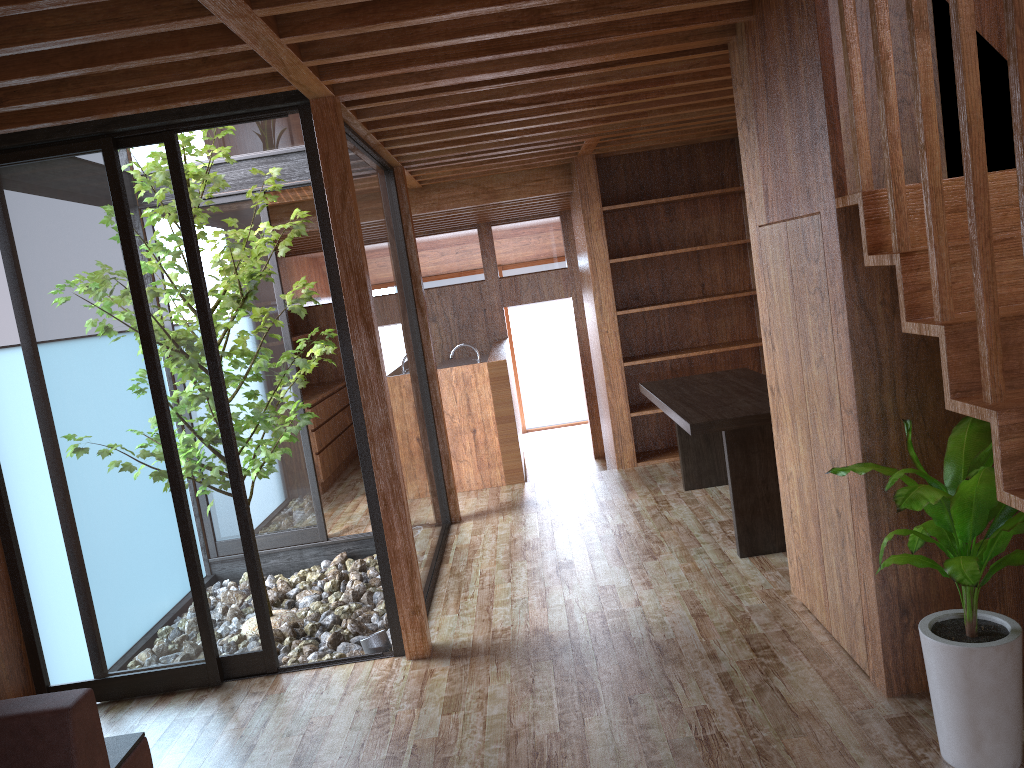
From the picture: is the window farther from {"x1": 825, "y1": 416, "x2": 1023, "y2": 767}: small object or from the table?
{"x1": 825, "y1": 416, "x2": 1023, "y2": 767}: small object

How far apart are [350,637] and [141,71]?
2.78m

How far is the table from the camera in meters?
4.2

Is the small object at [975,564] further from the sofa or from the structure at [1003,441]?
the sofa

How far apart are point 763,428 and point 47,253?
3.2m

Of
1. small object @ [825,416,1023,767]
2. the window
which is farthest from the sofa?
small object @ [825,416,1023,767]

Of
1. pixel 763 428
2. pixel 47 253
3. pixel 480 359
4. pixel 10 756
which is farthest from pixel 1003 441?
pixel 480 359

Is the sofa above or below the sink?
below

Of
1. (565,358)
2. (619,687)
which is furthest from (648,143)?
(565,358)

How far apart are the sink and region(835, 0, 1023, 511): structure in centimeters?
452cm
